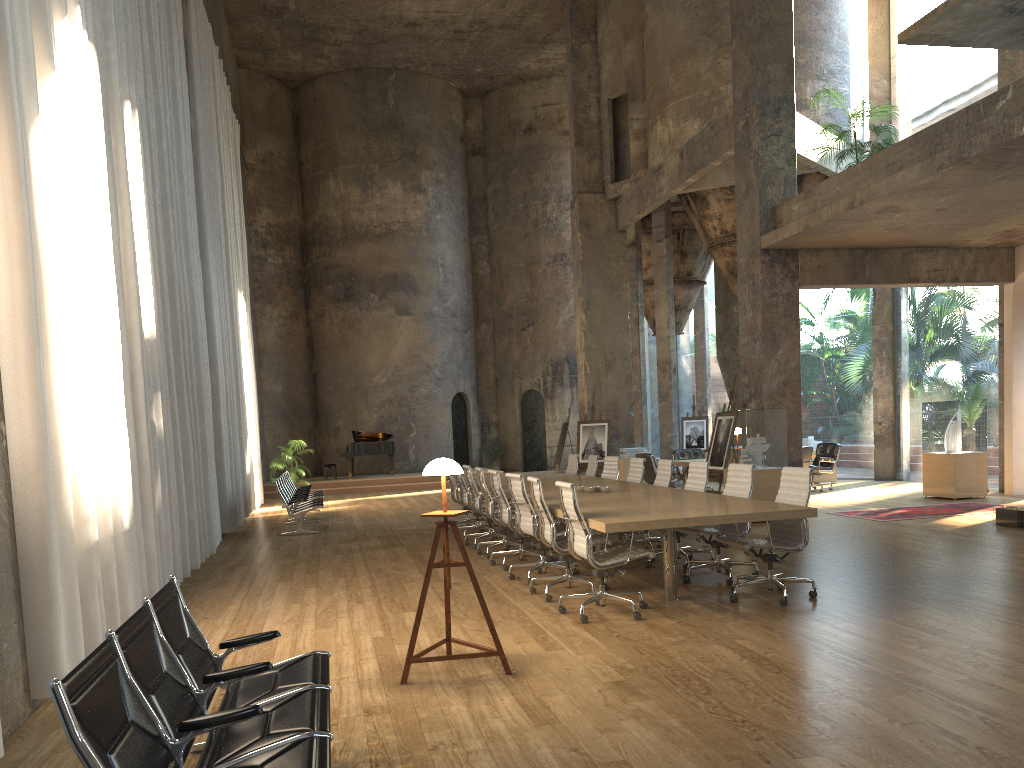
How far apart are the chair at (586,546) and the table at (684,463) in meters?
9.3

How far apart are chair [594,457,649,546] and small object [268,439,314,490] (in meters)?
10.99

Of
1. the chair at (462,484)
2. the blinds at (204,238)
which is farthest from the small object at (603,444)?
the blinds at (204,238)

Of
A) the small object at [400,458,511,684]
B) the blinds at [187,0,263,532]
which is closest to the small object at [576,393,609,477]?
the blinds at [187,0,263,532]

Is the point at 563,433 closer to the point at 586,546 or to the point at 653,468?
the point at 653,468

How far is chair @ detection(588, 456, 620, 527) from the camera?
11.28m

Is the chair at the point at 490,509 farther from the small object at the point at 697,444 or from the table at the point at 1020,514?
the small object at the point at 697,444

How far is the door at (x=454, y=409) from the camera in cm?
2629

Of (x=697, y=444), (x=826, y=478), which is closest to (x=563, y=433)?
(x=697, y=444)

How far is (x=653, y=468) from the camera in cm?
1555
